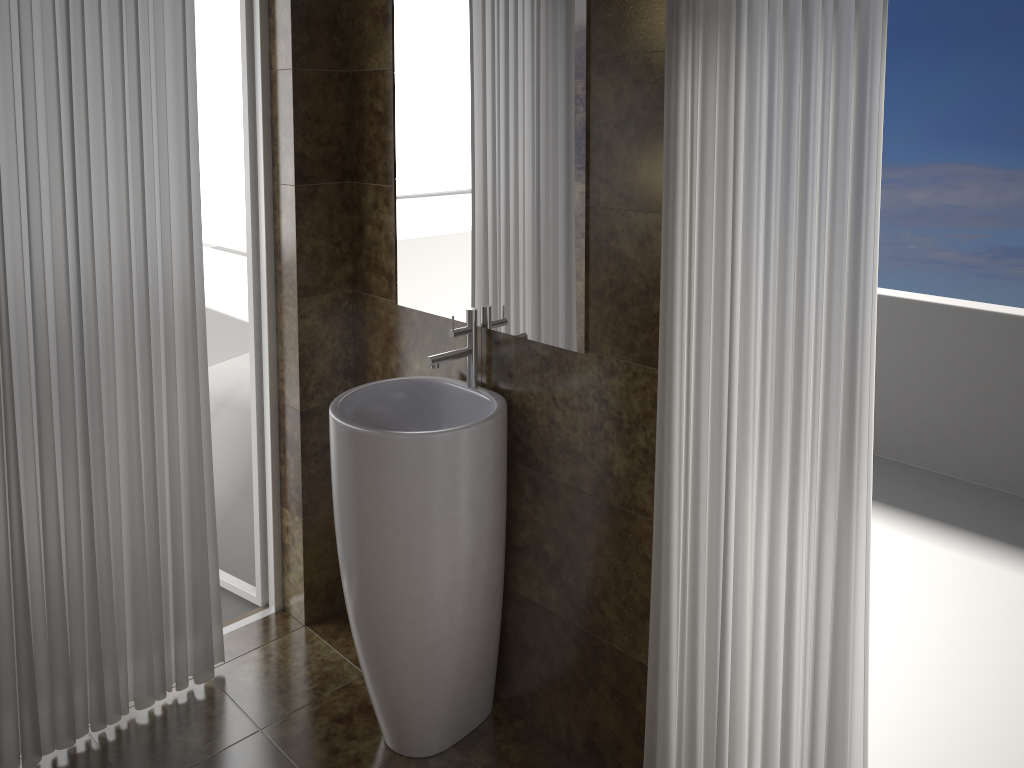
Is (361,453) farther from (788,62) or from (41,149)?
(788,62)

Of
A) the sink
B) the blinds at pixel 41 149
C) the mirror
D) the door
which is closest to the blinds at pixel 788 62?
the mirror

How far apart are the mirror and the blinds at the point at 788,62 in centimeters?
26cm

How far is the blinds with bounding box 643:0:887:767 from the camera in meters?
1.6 m

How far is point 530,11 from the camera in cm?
204

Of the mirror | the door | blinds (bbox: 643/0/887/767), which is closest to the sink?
the mirror

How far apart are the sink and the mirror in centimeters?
→ 3cm

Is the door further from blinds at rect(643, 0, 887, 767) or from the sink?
blinds at rect(643, 0, 887, 767)

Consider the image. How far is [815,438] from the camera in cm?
173

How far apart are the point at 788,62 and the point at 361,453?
1.3m
